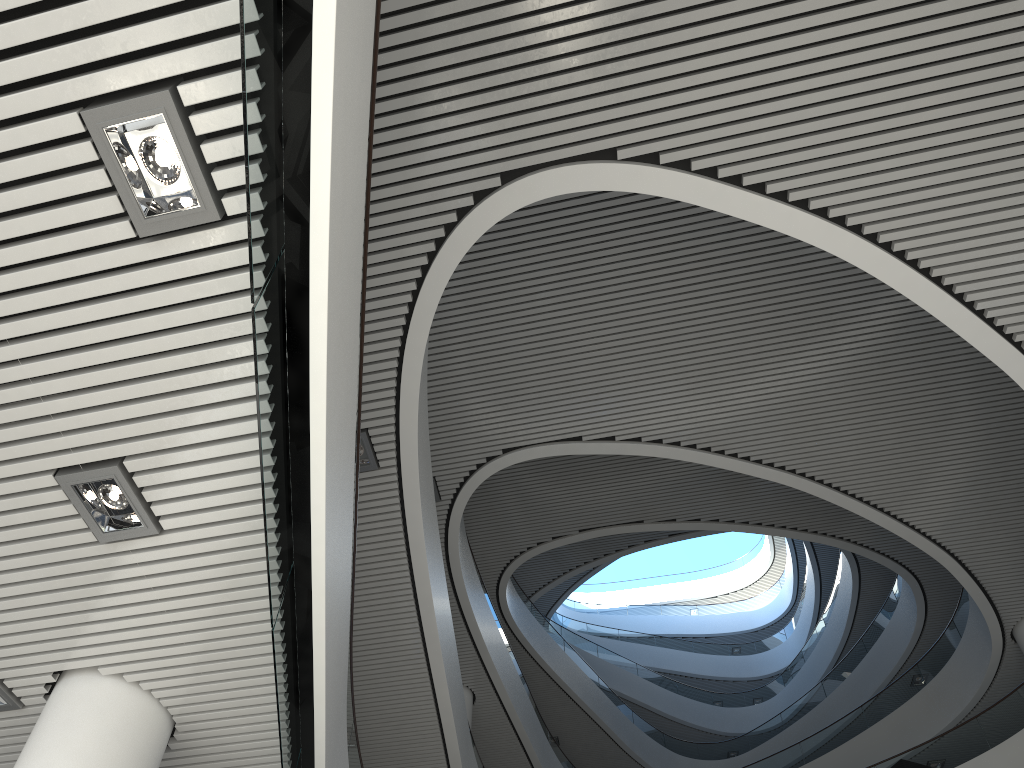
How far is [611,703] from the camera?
12.63m
